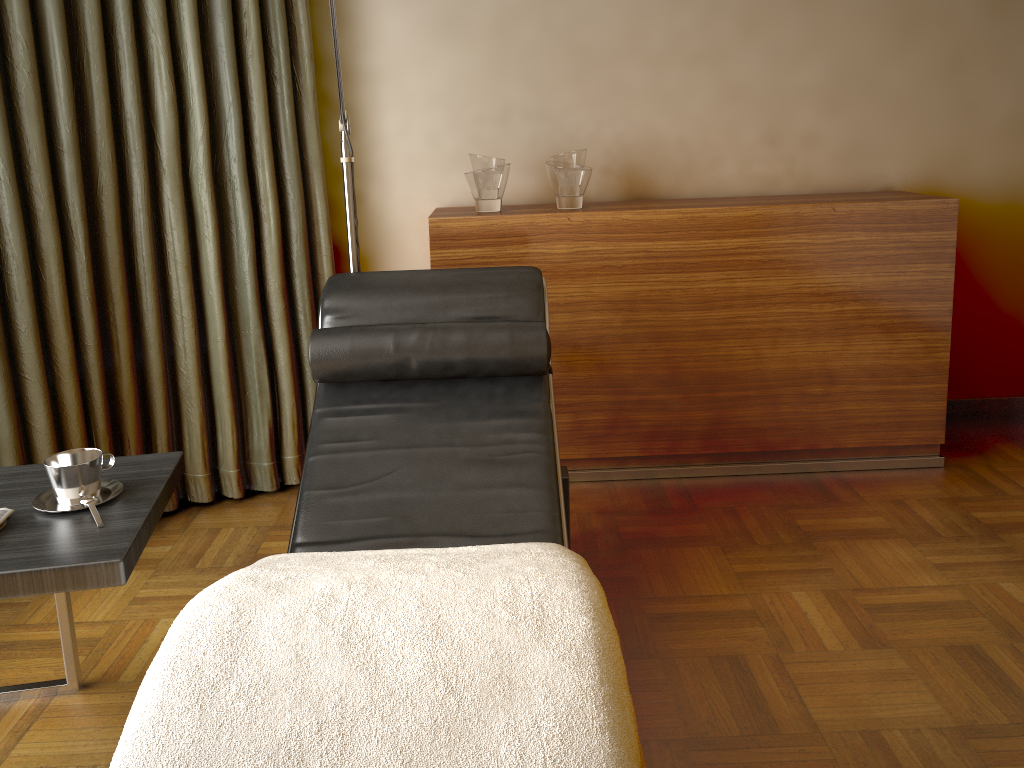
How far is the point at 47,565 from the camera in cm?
137

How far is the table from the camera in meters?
1.4 m

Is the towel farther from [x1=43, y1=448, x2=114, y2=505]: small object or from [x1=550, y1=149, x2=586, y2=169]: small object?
[x1=550, y1=149, x2=586, y2=169]: small object

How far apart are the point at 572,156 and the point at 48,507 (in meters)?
1.84

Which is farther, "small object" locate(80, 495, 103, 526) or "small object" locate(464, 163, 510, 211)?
"small object" locate(464, 163, 510, 211)

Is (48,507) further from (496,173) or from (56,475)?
(496,173)

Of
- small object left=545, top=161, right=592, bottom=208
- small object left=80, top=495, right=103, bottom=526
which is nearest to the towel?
small object left=80, top=495, right=103, bottom=526

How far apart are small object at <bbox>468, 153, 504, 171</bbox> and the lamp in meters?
0.5

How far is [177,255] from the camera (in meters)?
2.65

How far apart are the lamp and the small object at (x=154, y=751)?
1.11m
